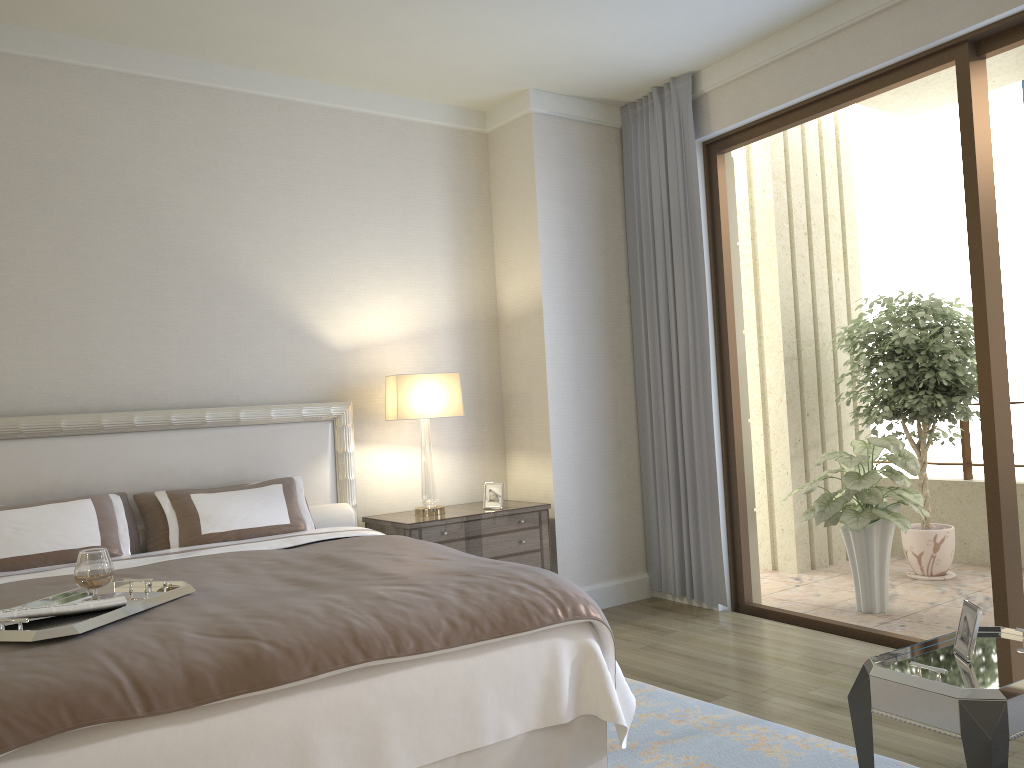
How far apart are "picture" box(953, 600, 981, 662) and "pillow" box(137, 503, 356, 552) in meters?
2.9 m

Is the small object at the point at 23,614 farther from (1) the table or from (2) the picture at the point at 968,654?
(2) the picture at the point at 968,654

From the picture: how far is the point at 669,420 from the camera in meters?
5.3

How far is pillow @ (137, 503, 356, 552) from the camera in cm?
444

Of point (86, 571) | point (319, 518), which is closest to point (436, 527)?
point (319, 518)

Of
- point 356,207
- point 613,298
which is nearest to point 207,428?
point 356,207

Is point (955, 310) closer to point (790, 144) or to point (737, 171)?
point (790, 144)

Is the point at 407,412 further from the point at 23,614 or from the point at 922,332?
the point at 922,332

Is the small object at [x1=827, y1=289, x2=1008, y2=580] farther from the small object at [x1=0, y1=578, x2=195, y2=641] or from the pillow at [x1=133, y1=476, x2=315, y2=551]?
the small object at [x1=0, y1=578, x2=195, y2=641]

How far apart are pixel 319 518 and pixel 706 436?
2.2 meters
